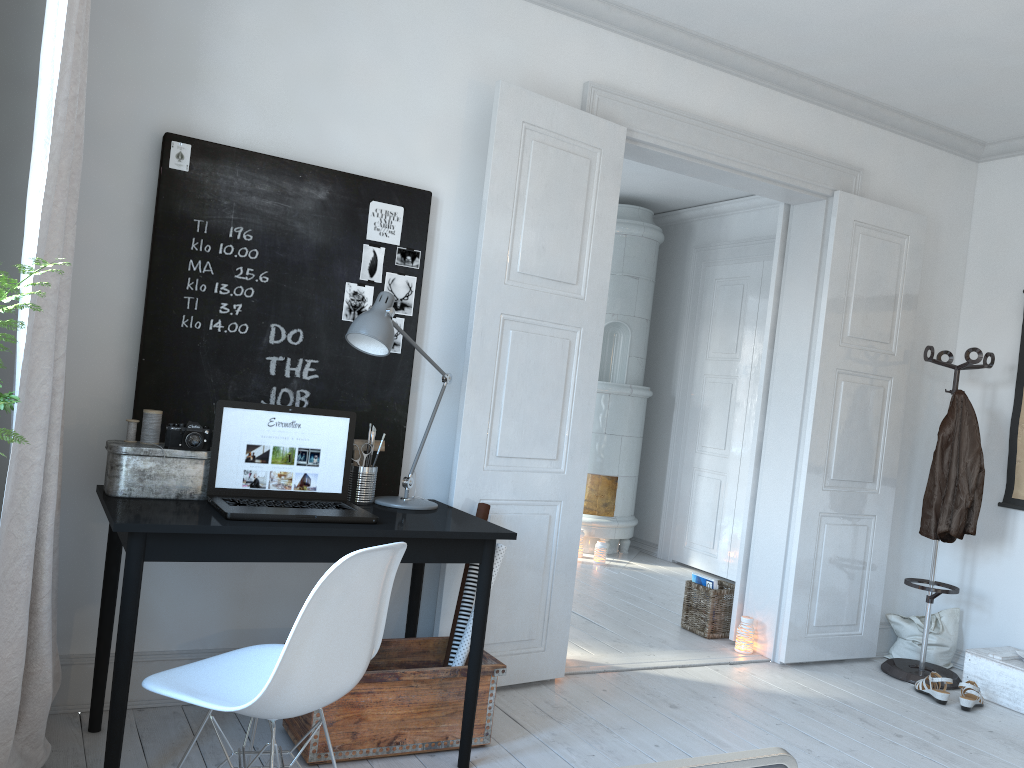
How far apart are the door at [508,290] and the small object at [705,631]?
0.1 meters

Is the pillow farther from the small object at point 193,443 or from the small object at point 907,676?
the small object at point 193,443

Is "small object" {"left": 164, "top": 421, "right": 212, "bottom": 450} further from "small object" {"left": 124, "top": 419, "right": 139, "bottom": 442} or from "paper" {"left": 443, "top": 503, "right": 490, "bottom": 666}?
"paper" {"left": 443, "top": 503, "right": 490, "bottom": 666}

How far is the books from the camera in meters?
4.7

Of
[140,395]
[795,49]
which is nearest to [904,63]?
[795,49]

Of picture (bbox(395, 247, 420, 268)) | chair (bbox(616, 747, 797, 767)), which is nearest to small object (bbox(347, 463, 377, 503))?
picture (bbox(395, 247, 420, 268))

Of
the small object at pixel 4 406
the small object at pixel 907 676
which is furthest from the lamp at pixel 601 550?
the small object at pixel 4 406

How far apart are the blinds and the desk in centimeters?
11cm

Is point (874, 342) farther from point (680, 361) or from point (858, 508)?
point (680, 361)

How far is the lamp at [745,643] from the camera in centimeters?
444cm
